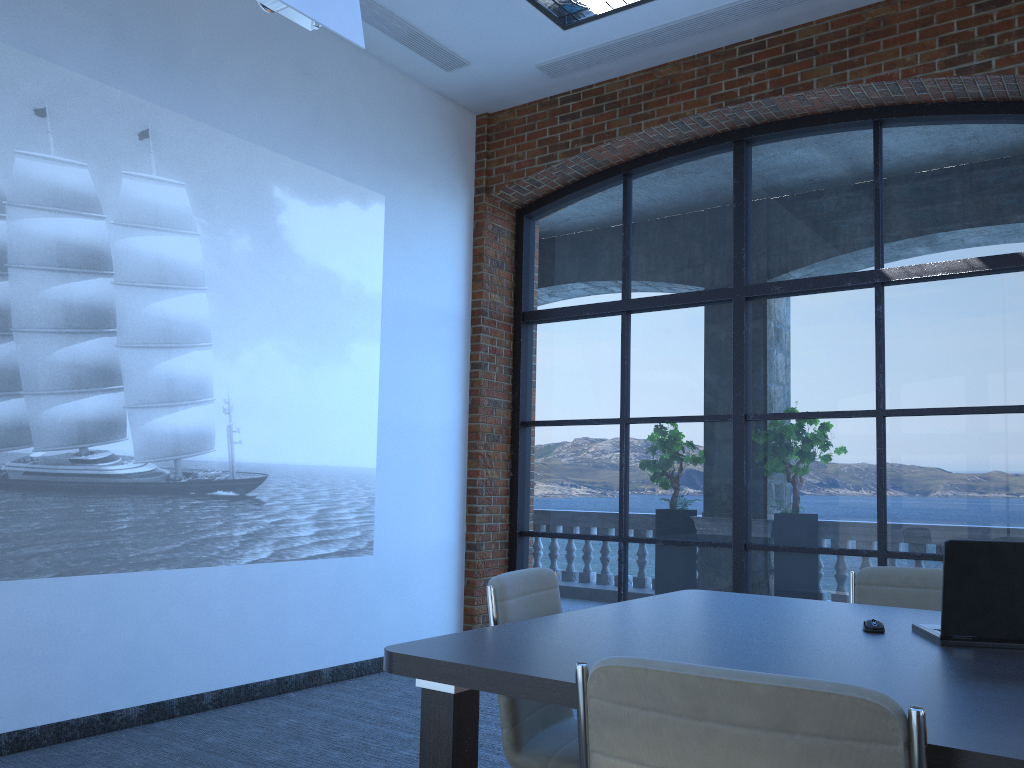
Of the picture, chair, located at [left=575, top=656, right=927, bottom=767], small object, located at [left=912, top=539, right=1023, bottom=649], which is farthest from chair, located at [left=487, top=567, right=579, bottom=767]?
the picture

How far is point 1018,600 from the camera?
2.3 meters

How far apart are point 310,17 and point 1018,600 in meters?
3.3

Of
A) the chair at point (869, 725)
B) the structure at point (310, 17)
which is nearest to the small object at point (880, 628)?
the chair at point (869, 725)

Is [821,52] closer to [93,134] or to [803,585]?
[803,585]

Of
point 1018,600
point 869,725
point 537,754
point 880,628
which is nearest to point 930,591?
point 880,628

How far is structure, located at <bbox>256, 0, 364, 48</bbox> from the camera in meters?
3.7

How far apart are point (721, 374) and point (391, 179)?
2.6m

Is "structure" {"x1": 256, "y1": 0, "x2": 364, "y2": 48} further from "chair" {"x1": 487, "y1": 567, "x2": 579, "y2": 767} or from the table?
the table

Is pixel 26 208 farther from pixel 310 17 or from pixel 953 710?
pixel 953 710
